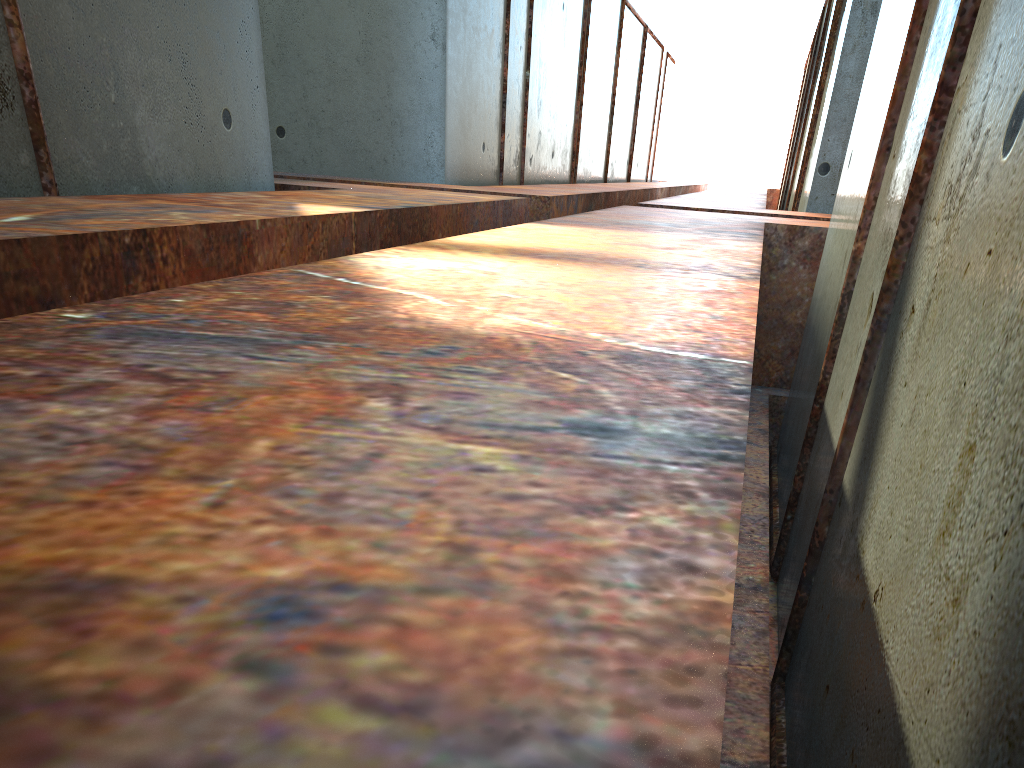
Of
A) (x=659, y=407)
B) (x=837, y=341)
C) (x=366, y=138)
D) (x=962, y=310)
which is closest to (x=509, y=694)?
(x=659, y=407)
